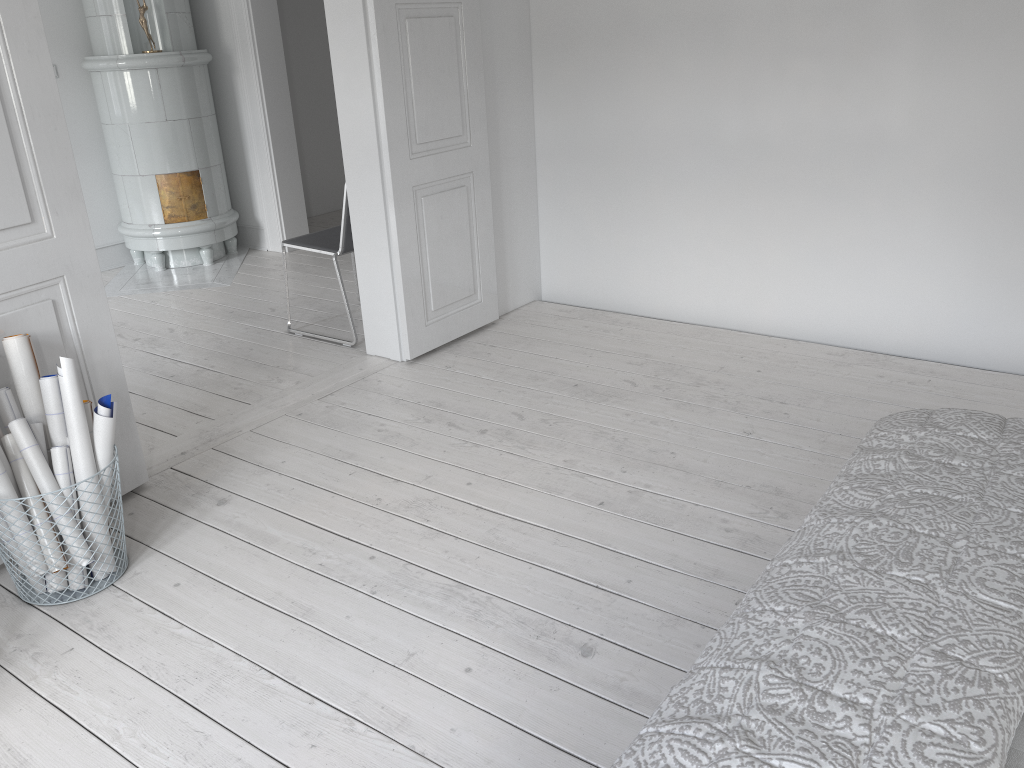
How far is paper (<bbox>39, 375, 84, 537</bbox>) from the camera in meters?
2.4

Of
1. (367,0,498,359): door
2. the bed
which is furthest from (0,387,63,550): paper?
A: the bed

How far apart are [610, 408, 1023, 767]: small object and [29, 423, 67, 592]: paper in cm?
189

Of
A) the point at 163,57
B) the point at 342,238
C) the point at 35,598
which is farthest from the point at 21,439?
the point at 163,57

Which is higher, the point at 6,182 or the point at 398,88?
the point at 398,88

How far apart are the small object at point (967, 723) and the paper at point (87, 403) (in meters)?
1.95

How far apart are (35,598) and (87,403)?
0.5 meters

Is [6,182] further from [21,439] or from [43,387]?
[21,439]

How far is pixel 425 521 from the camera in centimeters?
270cm

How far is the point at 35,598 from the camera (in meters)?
2.39
